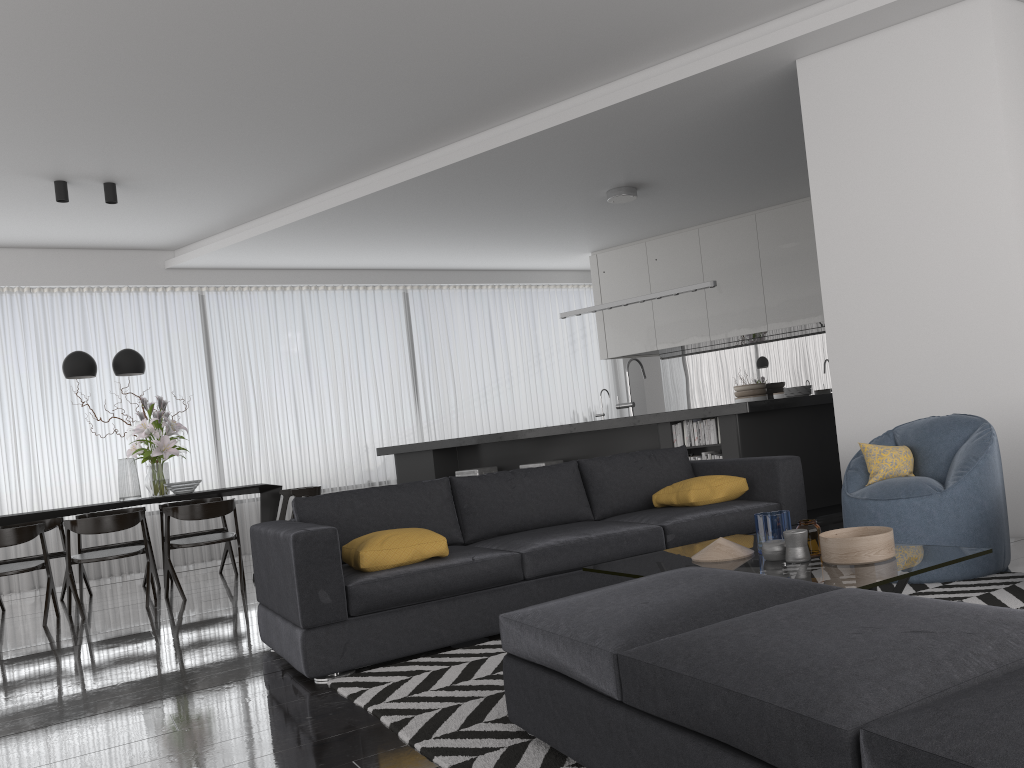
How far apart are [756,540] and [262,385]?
7.3 meters

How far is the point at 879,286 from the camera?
5.0m

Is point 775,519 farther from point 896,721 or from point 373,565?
point 896,721

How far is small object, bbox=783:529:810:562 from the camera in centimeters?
295cm

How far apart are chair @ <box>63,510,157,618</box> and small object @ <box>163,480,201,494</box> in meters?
0.5

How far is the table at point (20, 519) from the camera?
6.4 meters

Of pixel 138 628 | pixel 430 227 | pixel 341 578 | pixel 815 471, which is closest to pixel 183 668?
pixel 341 578

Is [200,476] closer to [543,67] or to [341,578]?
[543,67]

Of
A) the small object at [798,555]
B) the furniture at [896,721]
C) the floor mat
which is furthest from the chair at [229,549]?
the small object at [798,555]

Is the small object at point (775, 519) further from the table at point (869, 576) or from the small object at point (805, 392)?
the small object at point (805, 392)
